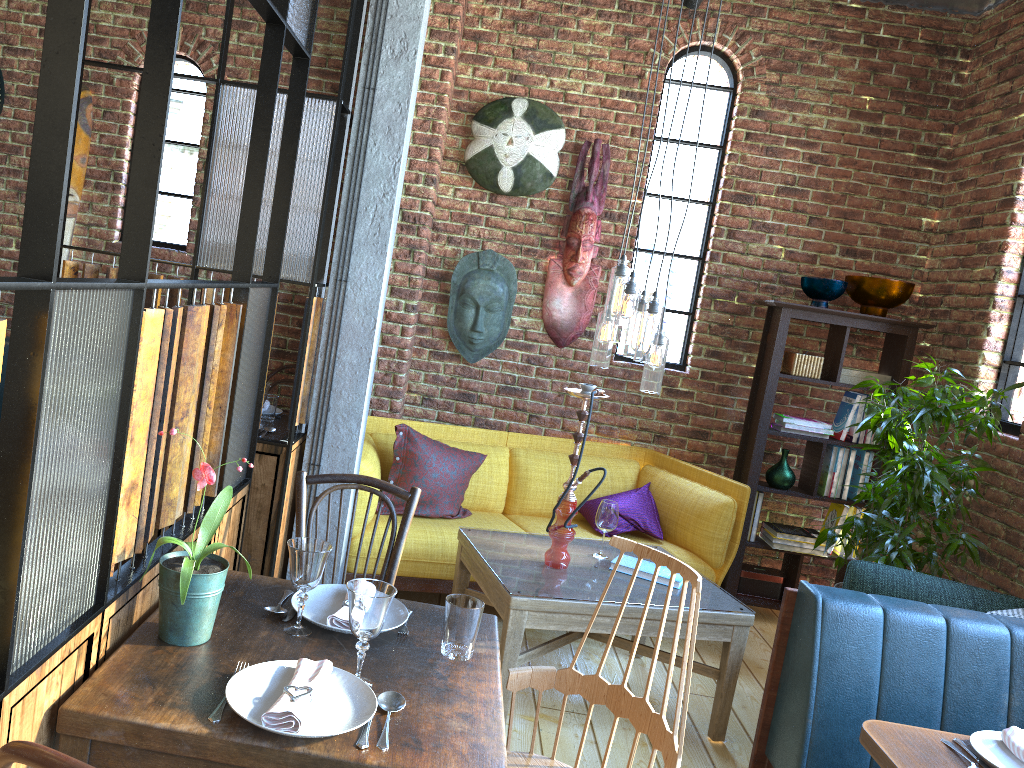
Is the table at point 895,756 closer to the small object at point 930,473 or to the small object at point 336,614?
the small object at point 336,614

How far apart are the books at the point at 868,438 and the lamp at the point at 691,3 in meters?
2.4

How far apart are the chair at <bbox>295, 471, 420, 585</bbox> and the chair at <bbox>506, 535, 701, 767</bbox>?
0.5 meters

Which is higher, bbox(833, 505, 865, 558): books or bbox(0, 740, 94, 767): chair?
bbox(0, 740, 94, 767): chair

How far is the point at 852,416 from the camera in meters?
4.8

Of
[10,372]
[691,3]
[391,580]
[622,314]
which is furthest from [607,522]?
[10,372]

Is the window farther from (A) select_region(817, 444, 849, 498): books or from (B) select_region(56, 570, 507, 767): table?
(B) select_region(56, 570, 507, 767): table

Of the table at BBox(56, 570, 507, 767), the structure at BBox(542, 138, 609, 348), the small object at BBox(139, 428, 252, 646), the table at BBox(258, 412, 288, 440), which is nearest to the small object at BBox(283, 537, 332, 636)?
the table at BBox(56, 570, 507, 767)

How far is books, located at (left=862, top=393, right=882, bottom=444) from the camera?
4.7m

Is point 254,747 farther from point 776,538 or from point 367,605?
point 776,538
